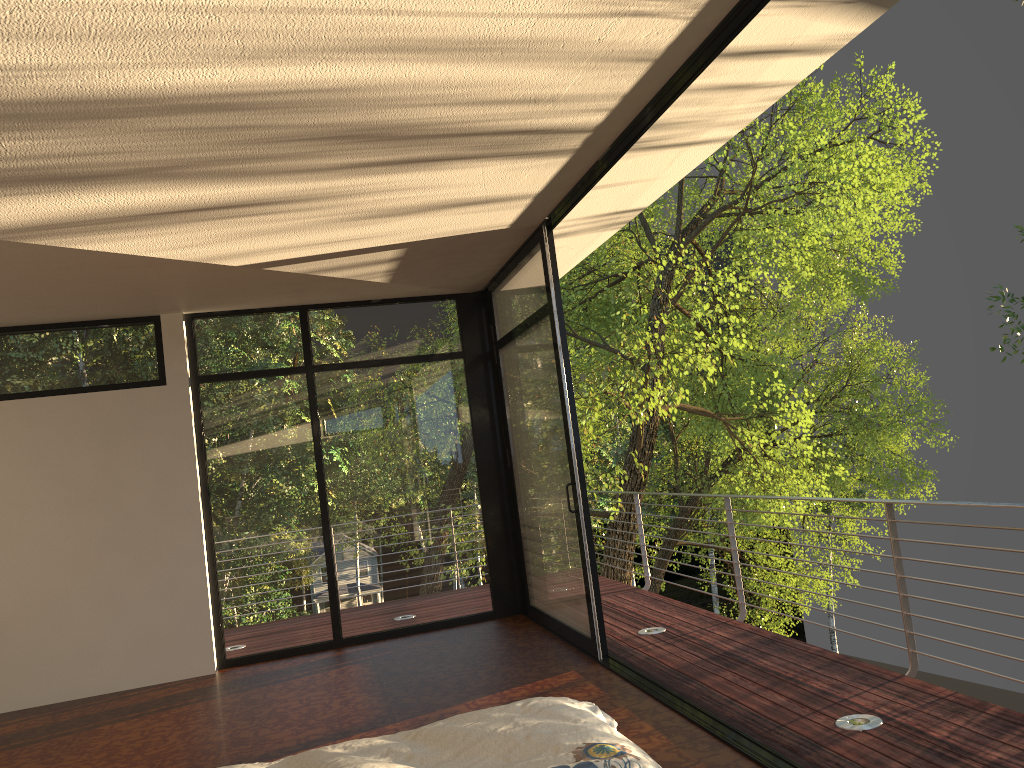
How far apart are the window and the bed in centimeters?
256cm

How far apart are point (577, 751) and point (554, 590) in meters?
4.0 m

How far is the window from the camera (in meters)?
5.70

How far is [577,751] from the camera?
1.8 meters

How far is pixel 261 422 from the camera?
6.46m

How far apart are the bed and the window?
2.6m

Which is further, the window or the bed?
the window
